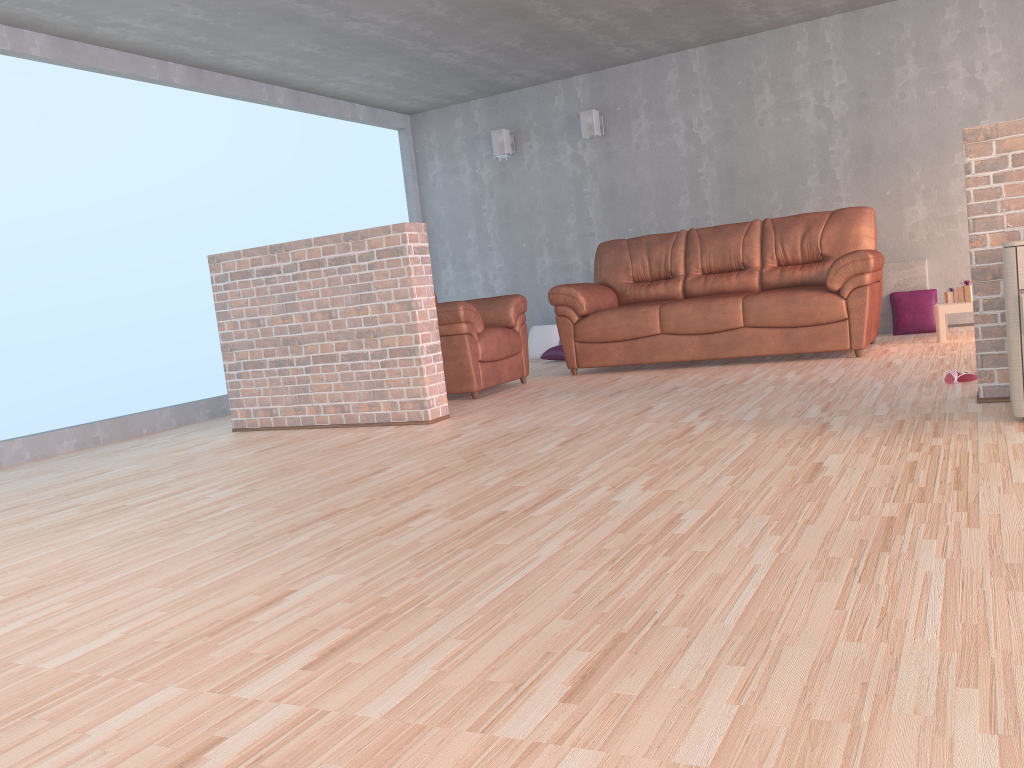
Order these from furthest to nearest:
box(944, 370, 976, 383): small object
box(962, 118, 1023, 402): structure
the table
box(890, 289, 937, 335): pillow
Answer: box(890, 289, 937, 335): pillow → the table → box(944, 370, 976, 383): small object → box(962, 118, 1023, 402): structure

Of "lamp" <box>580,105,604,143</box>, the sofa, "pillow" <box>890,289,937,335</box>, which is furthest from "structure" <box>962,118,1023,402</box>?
"lamp" <box>580,105,604,143</box>

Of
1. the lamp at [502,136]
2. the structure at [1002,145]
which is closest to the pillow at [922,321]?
the structure at [1002,145]

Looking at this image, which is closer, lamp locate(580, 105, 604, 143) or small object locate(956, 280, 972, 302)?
small object locate(956, 280, 972, 302)

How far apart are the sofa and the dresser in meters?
2.3

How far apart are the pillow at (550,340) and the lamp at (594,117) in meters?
1.7

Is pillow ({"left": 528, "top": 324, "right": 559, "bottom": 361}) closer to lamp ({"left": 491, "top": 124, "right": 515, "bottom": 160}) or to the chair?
lamp ({"left": 491, "top": 124, "right": 515, "bottom": 160})

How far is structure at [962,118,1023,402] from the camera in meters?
3.3

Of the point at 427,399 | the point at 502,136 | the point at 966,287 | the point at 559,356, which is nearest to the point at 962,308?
the point at 966,287

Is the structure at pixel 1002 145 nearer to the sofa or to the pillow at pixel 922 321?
the sofa
